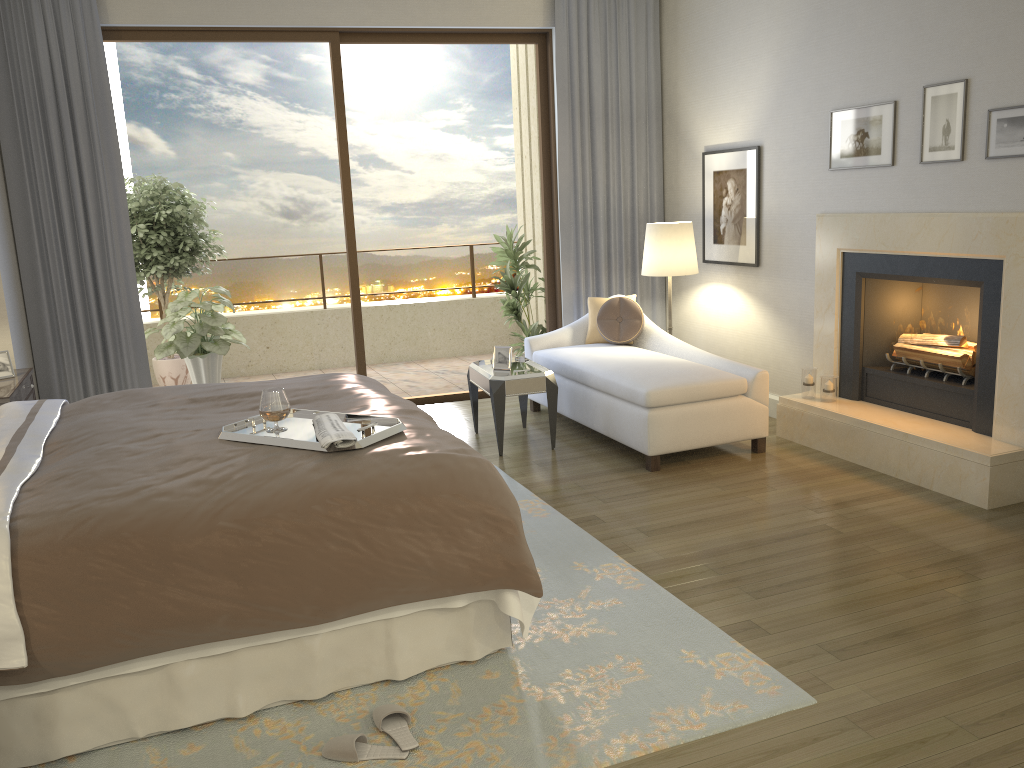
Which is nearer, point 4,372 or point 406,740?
point 406,740

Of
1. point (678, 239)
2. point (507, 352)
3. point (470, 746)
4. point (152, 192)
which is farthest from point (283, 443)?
point (152, 192)

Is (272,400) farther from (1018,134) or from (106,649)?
(1018,134)

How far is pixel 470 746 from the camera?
2.5 meters

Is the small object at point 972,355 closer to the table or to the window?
the table

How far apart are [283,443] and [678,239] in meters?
3.7

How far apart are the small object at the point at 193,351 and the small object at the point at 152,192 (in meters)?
0.46

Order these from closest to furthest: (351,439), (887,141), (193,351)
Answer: (351,439) → (887,141) → (193,351)

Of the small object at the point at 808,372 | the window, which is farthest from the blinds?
the small object at the point at 808,372

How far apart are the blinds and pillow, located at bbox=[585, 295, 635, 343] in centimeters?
47cm
